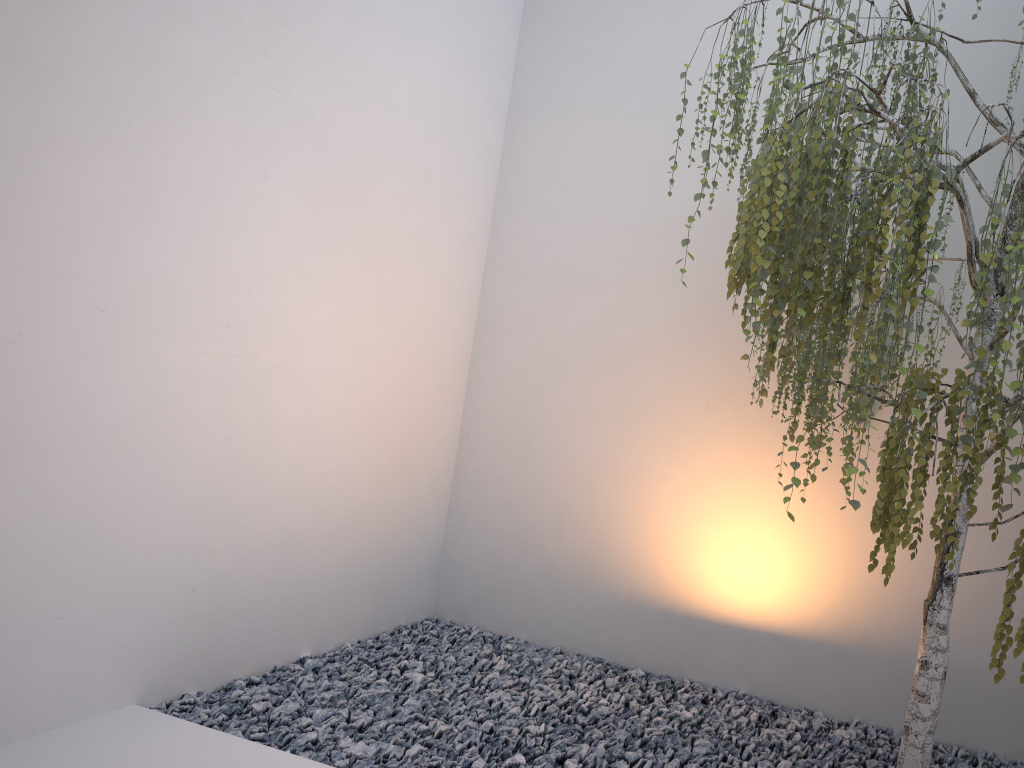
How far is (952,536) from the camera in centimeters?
184cm

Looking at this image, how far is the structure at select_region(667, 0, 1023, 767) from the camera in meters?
1.8 m

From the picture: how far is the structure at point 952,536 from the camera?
1.8 meters
